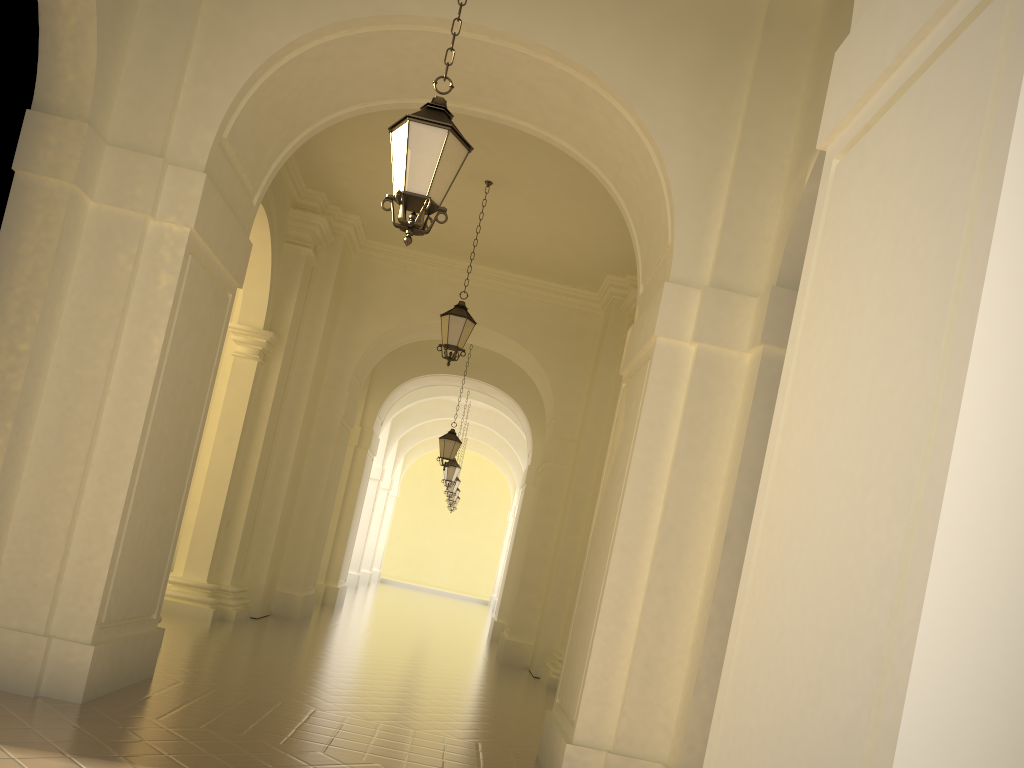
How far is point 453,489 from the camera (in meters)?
26.61

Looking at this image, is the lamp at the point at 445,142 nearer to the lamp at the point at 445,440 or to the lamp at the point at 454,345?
the lamp at the point at 454,345

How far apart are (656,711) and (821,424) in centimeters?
386cm

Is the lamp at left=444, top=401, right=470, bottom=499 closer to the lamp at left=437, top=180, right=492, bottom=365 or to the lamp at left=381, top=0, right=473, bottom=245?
the lamp at left=437, top=180, right=492, bottom=365

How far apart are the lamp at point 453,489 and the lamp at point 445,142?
21.7 meters

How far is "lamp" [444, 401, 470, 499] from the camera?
26.61m

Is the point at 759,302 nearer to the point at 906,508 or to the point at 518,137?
the point at 906,508

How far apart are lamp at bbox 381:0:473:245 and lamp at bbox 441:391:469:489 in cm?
1769

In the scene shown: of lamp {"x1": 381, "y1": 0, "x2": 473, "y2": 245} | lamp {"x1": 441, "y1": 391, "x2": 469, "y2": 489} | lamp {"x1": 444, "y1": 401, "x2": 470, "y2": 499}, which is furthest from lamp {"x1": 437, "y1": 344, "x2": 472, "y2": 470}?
lamp {"x1": 381, "y1": 0, "x2": 473, "y2": 245}

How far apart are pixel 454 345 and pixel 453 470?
11.46m
